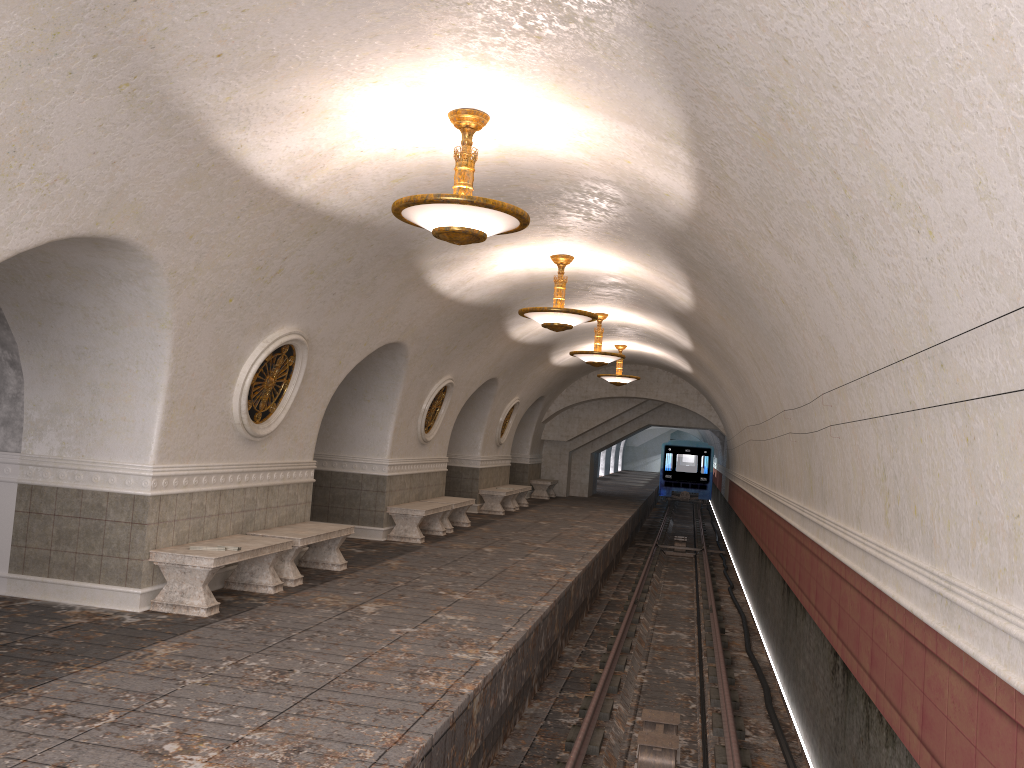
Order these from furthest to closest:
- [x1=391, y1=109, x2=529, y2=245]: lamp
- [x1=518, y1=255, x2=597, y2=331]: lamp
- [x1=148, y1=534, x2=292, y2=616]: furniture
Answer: [x1=518, y1=255, x2=597, y2=331]: lamp
[x1=148, y1=534, x2=292, y2=616]: furniture
[x1=391, y1=109, x2=529, y2=245]: lamp

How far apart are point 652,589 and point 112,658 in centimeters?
1264cm

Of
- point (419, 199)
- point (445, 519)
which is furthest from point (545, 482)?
point (419, 199)

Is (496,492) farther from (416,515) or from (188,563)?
(188,563)

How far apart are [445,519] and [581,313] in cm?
568

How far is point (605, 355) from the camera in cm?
1549

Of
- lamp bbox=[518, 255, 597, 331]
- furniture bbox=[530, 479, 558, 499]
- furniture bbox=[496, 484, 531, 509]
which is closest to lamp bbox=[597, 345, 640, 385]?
furniture bbox=[496, 484, 531, 509]

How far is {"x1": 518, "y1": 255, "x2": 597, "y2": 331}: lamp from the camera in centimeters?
1075cm

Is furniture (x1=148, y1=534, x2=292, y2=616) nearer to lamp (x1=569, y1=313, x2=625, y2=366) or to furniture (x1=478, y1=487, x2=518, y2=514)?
lamp (x1=569, y1=313, x2=625, y2=366)

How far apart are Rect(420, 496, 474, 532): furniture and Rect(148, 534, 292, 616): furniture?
6.31m
